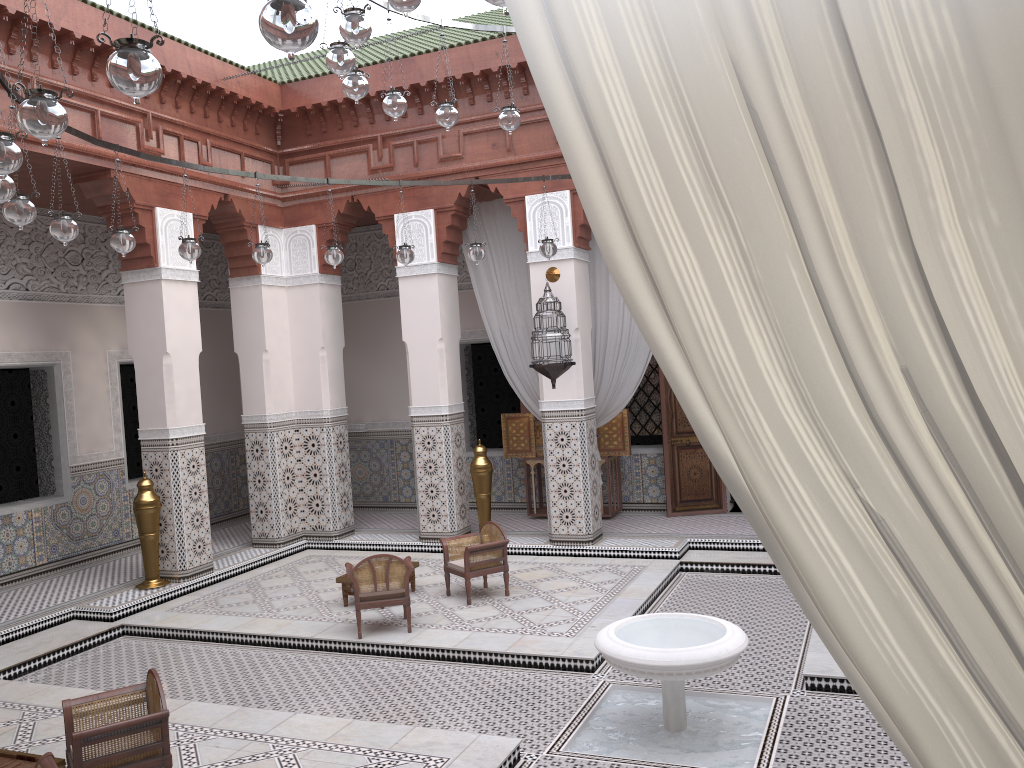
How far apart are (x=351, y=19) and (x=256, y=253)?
1.5m

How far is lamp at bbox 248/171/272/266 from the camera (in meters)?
3.42

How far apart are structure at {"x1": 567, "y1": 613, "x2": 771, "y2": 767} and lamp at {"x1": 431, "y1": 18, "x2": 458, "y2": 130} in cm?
170

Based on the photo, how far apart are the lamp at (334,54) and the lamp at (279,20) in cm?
123

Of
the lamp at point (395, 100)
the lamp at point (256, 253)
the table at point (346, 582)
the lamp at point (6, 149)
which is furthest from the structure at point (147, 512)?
the lamp at point (6, 149)

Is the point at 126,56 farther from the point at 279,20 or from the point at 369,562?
the point at 369,562

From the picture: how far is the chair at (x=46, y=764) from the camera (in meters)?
1.82

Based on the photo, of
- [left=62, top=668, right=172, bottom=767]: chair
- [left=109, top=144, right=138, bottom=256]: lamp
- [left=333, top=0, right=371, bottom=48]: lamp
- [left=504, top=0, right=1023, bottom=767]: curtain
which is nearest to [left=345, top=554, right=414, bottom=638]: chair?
[left=62, top=668, right=172, bottom=767]: chair

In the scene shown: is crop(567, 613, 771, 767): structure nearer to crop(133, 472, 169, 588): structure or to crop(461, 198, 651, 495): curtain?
crop(461, 198, 651, 495): curtain

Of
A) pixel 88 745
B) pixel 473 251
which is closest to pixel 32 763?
pixel 88 745
